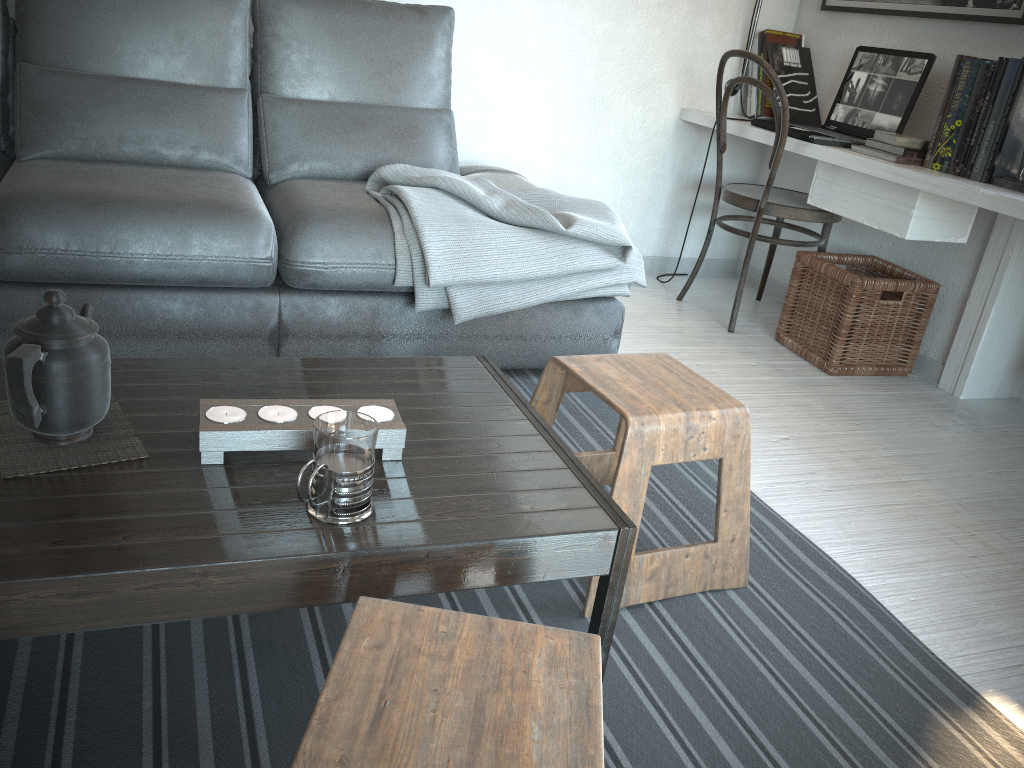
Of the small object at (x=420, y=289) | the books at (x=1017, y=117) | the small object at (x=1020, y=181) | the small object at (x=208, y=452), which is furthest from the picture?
the small object at (x=208, y=452)

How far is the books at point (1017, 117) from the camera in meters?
2.3 m

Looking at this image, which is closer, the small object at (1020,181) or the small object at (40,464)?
the small object at (40,464)

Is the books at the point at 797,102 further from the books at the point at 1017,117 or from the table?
the table

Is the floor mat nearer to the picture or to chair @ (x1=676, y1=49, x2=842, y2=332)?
chair @ (x1=676, y1=49, x2=842, y2=332)

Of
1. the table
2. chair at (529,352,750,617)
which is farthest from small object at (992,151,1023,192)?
the table

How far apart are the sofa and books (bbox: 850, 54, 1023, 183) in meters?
0.9

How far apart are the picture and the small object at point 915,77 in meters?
0.1

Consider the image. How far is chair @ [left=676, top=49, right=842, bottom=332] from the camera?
2.8m

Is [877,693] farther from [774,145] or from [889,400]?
[774,145]
